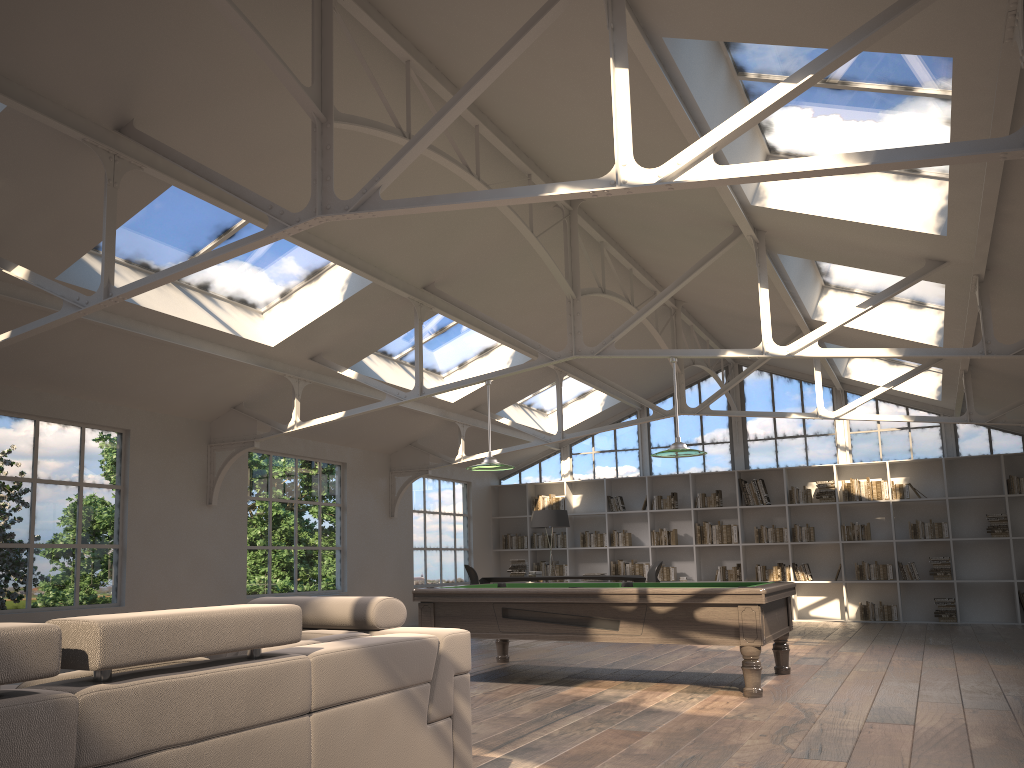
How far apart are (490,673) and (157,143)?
5.0 meters

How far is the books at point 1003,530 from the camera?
12.4m

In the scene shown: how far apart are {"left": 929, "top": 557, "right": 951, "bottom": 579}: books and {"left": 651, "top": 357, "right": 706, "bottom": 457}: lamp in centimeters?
720cm

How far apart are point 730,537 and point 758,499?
0.7 meters

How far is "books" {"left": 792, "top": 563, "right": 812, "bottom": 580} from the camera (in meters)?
13.42

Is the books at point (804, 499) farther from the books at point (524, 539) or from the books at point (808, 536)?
the books at point (524, 539)

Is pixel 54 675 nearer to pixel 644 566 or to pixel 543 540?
pixel 644 566

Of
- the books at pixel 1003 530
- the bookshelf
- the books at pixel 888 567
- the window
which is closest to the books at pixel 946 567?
the bookshelf

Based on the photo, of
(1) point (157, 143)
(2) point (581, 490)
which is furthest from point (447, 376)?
(1) point (157, 143)

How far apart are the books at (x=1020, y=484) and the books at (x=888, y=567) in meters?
2.0 m
